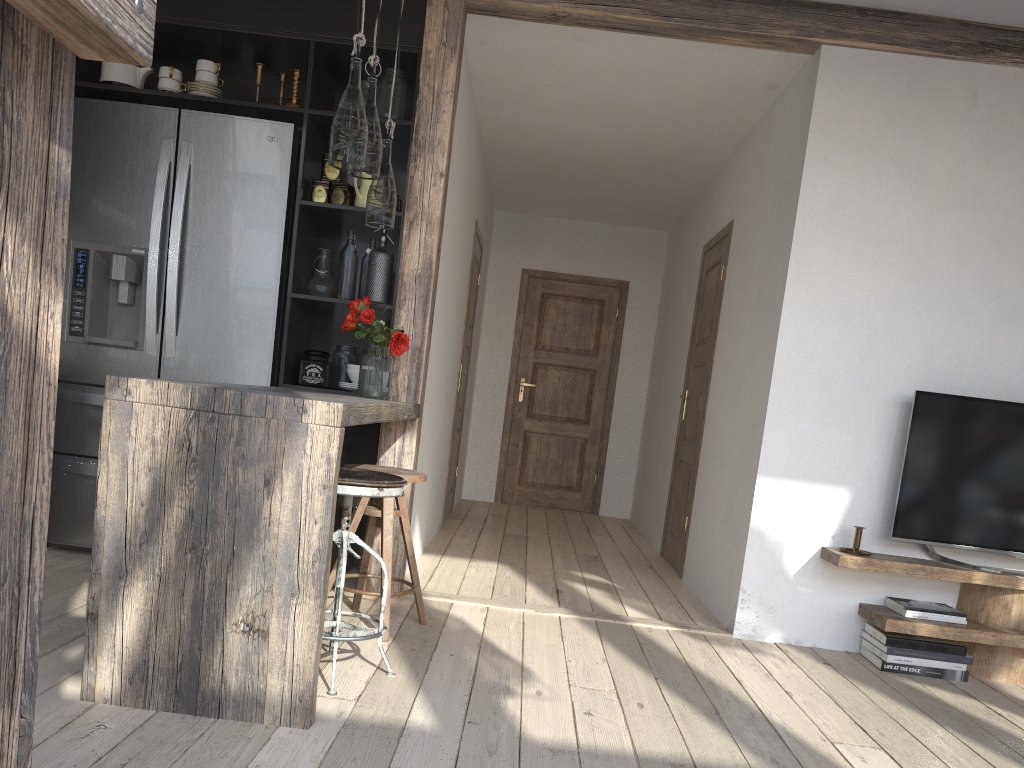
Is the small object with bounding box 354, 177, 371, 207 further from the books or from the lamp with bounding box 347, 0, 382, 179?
the books

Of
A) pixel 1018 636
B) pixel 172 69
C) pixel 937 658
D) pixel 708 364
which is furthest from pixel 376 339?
pixel 1018 636

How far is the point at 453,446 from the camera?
6.20m

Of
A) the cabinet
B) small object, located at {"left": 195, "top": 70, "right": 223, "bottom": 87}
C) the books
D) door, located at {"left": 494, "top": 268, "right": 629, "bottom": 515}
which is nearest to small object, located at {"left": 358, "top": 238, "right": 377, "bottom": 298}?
the cabinet

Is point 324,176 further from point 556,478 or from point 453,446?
point 556,478

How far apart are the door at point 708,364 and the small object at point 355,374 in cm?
216

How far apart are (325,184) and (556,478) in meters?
4.4 m

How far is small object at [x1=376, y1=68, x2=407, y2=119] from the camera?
3.8 meters

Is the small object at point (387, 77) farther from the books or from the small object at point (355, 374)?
the books

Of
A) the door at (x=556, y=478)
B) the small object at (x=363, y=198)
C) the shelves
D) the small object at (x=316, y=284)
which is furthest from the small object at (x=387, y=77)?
the door at (x=556, y=478)
